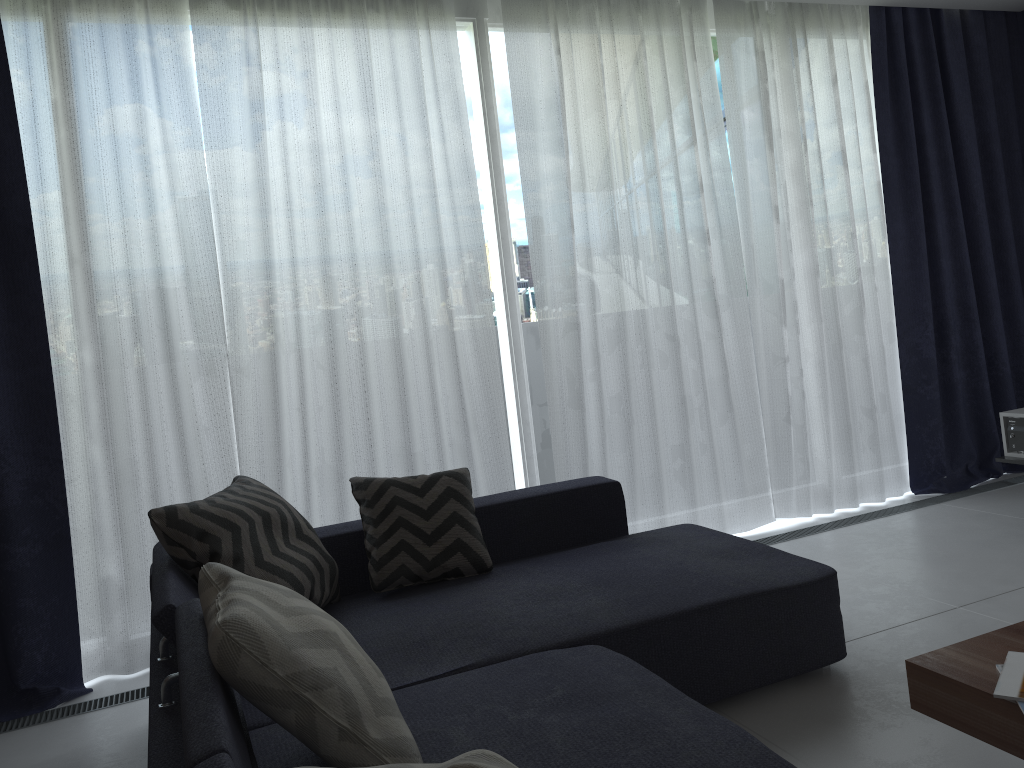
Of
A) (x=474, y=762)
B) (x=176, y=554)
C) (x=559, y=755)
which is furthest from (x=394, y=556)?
(x=474, y=762)

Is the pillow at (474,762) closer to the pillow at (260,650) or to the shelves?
the pillow at (260,650)

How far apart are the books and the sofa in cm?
42

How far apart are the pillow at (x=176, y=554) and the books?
1.7m

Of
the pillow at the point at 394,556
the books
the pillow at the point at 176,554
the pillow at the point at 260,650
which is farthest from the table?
the pillow at the point at 176,554

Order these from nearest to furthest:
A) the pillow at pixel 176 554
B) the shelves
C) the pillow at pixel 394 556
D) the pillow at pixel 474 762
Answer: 1. the pillow at pixel 474 762
2. the pillow at pixel 176 554
3. the pillow at pixel 394 556
4. the shelves

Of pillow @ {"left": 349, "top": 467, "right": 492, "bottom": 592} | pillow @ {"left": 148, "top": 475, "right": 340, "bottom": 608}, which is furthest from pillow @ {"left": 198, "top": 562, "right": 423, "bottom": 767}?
pillow @ {"left": 349, "top": 467, "right": 492, "bottom": 592}

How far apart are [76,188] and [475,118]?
1.6 meters

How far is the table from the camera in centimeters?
165cm

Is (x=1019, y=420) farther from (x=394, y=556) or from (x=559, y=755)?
(x=559, y=755)
